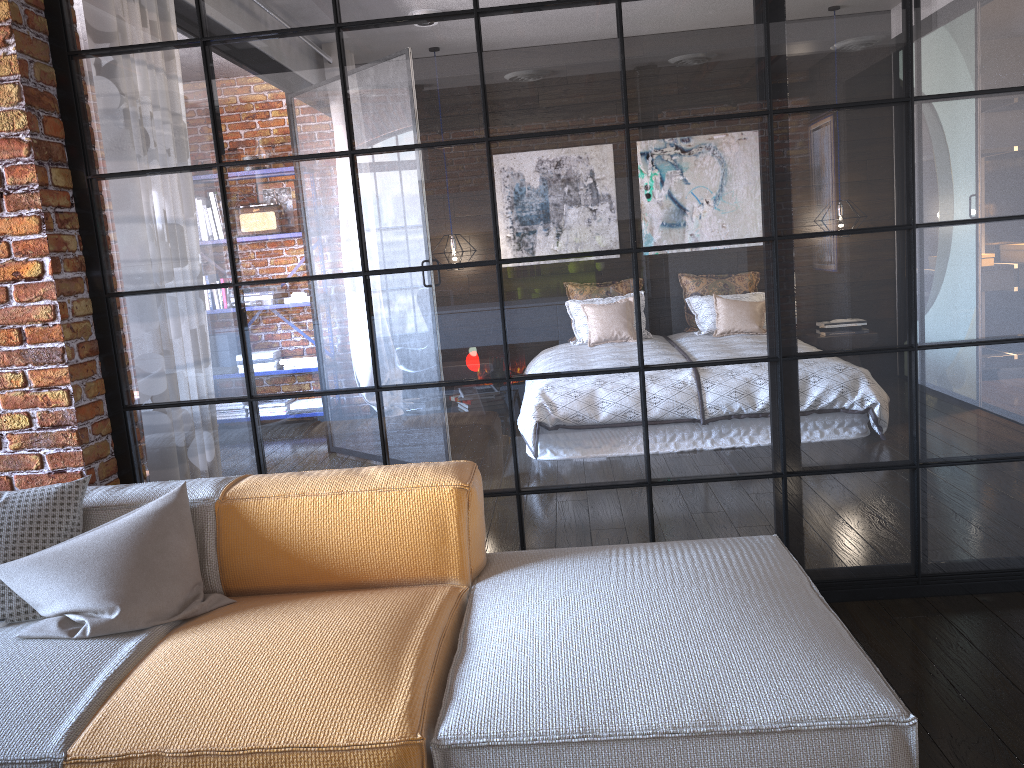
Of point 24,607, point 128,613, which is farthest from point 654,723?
point 24,607

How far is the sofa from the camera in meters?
1.6 m

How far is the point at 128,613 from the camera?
2.1m

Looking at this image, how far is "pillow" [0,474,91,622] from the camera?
2.2m

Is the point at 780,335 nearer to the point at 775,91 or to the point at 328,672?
the point at 775,91

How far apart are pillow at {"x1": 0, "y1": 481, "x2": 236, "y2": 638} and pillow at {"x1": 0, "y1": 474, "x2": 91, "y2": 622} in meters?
0.1 m

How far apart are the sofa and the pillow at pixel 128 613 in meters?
0.0 m

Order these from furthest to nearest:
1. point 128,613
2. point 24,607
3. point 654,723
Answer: point 24,607
point 128,613
point 654,723

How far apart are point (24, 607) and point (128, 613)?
0.34m

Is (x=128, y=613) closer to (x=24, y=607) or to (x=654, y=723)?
(x=24, y=607)
